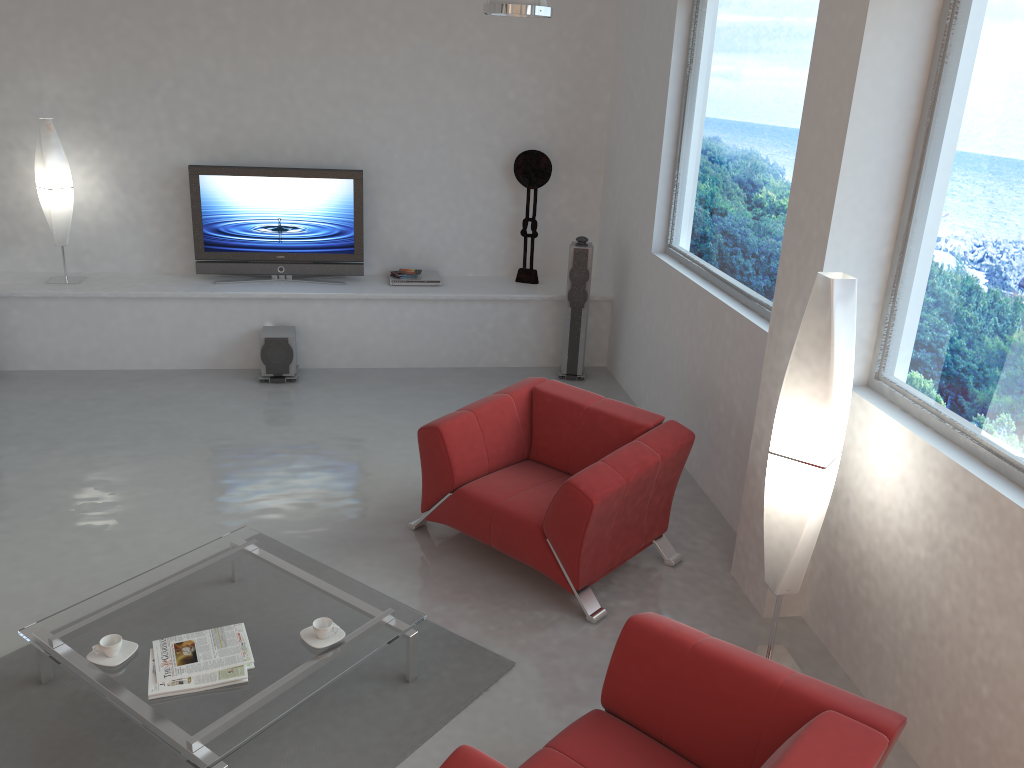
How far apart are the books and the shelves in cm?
396

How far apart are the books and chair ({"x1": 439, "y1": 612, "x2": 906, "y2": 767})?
1.1m

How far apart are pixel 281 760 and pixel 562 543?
1.5m

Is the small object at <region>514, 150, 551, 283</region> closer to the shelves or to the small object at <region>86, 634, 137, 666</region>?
the shelves

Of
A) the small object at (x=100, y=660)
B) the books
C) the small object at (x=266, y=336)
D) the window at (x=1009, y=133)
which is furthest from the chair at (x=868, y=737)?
the small object at (x=266, y=336)

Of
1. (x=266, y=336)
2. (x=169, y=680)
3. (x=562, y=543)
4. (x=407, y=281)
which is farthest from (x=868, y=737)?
(x=407, y=281)

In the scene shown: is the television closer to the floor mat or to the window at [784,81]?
the window at [784,81]

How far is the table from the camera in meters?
3.1 m

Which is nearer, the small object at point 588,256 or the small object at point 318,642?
the small object at point 318,642

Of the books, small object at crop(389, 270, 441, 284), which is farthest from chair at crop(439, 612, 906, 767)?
small object at crop(389, 270, 441, 284)
